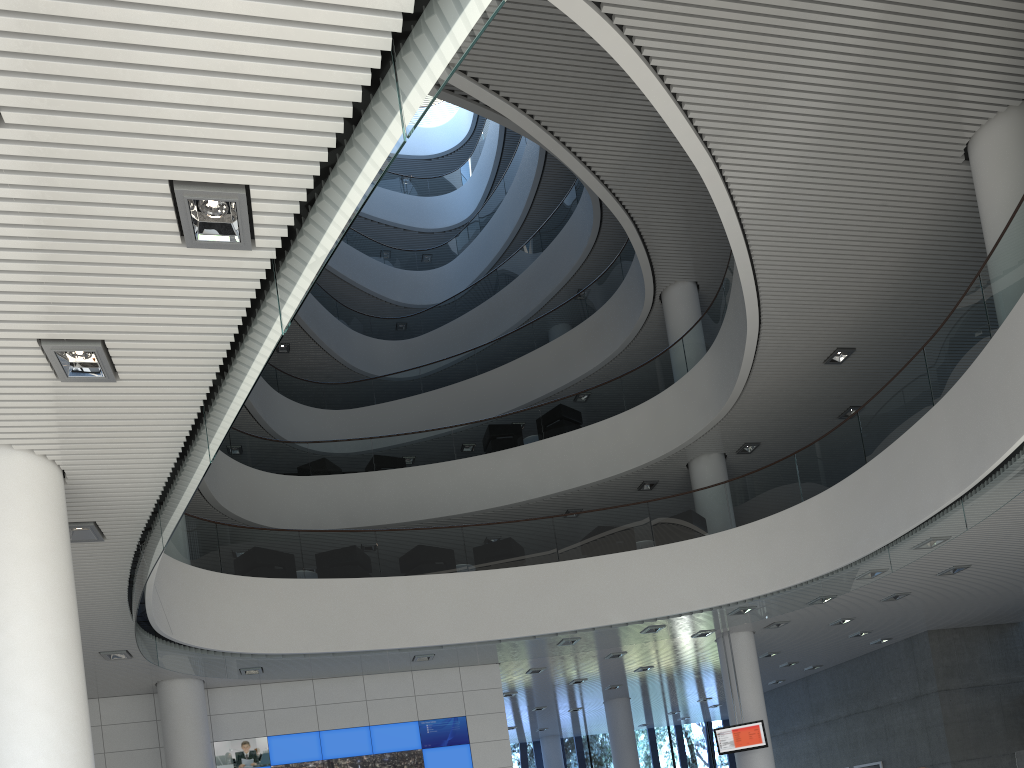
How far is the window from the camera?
16.3 meters

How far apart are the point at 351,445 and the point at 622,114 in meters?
5.4

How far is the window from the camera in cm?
1631

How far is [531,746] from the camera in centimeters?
1631cm
